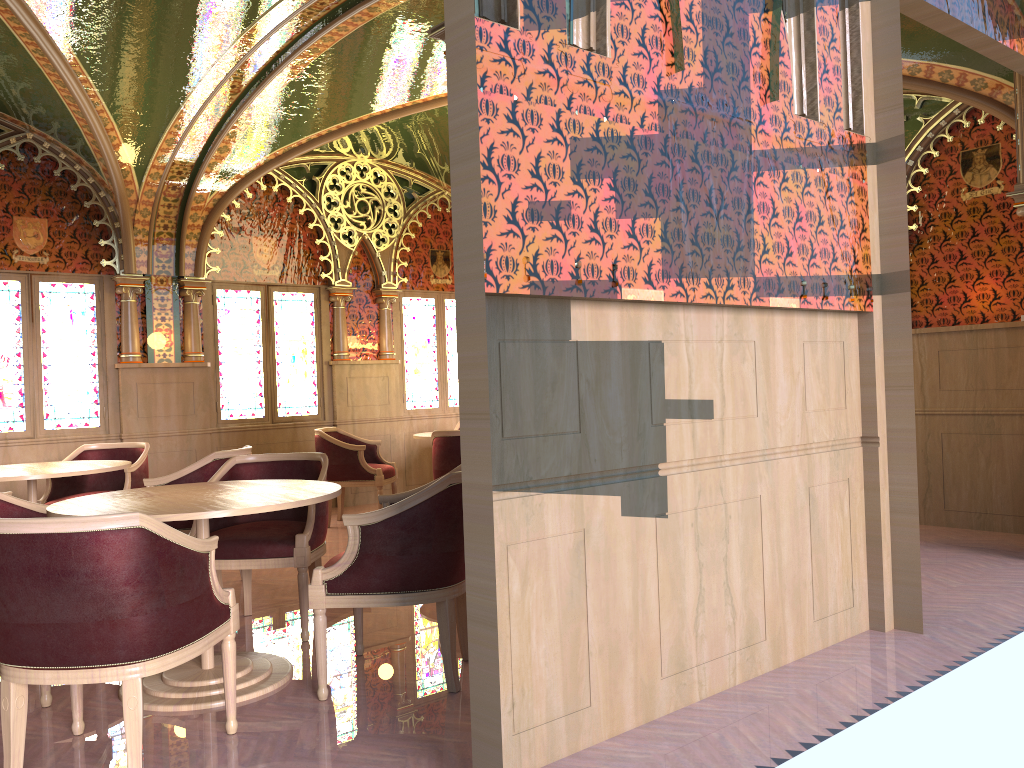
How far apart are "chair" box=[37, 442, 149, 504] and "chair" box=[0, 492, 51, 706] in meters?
2.2

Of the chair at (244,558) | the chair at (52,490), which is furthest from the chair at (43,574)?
the chair at (52,490)

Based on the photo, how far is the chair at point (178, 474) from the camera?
5.19m

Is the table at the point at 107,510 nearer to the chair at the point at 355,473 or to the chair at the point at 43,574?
the chair at the point at 43,574

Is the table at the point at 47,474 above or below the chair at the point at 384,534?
above

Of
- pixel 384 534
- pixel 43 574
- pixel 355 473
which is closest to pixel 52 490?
pixel 355 473

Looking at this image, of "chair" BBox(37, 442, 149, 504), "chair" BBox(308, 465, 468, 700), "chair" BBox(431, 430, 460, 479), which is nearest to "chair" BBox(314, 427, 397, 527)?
"chair" BBox(431, 430, 460, 479)

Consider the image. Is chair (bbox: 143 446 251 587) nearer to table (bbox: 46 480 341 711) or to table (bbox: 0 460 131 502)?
table (bbox: 0 460 131 502)

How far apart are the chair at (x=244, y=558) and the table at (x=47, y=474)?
1.1 meters

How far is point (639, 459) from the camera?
3.1m
